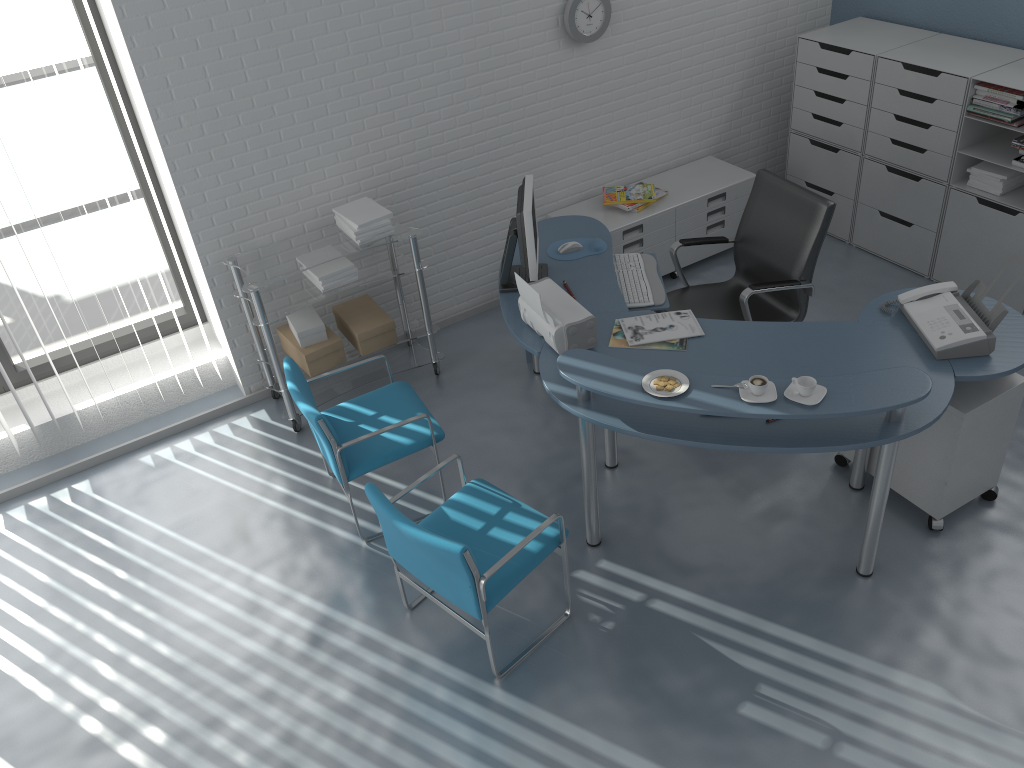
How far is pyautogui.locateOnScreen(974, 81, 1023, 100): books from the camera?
4.3 meters

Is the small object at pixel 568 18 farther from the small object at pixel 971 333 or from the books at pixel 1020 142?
the small object at pixel 971 333

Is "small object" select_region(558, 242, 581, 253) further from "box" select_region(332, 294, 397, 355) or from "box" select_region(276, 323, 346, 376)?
"box" select_region(276, 323, 346, 376)

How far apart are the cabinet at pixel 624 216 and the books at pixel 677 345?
1.5m

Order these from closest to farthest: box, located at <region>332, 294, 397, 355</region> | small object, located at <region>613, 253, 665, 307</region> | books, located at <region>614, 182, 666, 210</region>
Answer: small object, located at <region>613, 253, 665, 307</region>
box, located at <region>332, 294, 397, 355</region>
books, located at <region>614, 182, 666, 210</region>

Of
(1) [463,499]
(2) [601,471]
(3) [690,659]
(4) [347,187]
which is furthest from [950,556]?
(4) [347,187]

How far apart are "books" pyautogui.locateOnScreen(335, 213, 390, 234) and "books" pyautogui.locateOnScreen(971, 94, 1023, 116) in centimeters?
315cm

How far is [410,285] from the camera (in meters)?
4.94

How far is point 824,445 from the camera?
2.9 meters

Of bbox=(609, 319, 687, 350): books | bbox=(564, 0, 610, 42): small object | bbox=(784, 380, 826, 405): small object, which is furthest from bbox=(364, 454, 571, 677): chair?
bbox=(564, 0, 610, 42): small object
